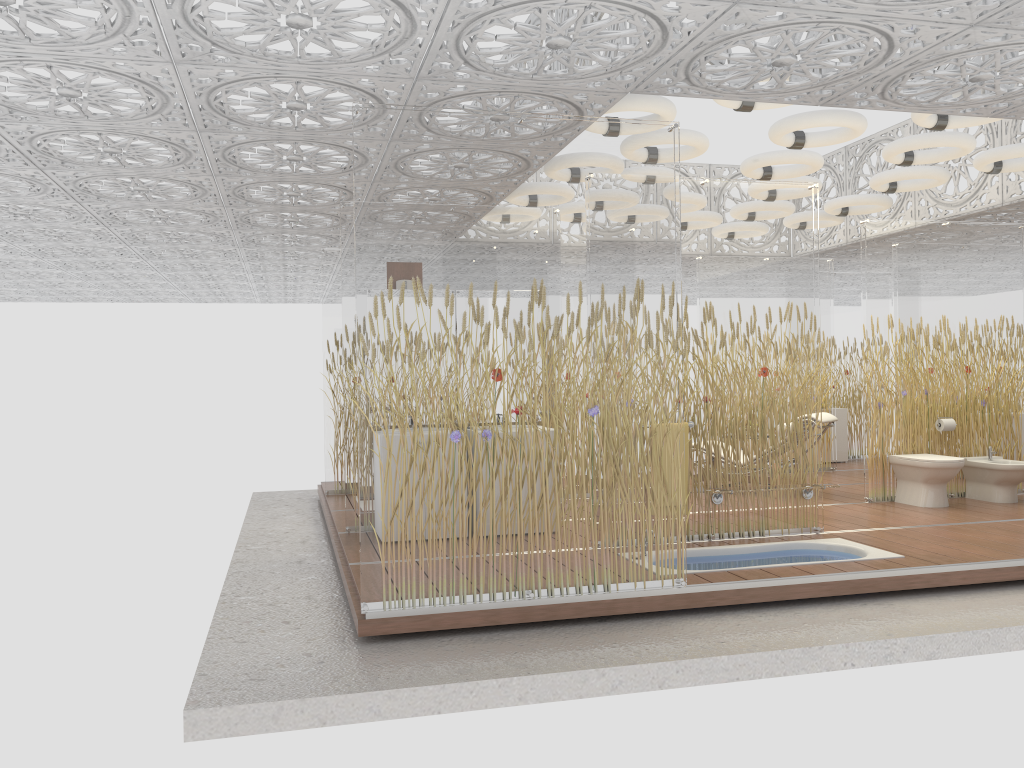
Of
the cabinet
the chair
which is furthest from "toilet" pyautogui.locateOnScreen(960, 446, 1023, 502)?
the cabinet

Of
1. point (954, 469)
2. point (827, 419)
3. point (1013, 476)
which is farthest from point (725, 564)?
point (1013, 476)

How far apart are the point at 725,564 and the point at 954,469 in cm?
310

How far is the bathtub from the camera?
5.78m

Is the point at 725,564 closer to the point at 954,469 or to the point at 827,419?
the point at 954,469

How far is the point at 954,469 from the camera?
7.65m

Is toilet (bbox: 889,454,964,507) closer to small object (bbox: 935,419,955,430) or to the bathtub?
small object (bbox: 935,419,955,430)

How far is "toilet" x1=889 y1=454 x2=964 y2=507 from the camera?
7.7m

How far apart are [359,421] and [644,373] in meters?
1.6 m

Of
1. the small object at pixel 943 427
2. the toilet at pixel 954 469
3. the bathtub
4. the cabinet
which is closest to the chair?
the toilet at pixel 954 469
